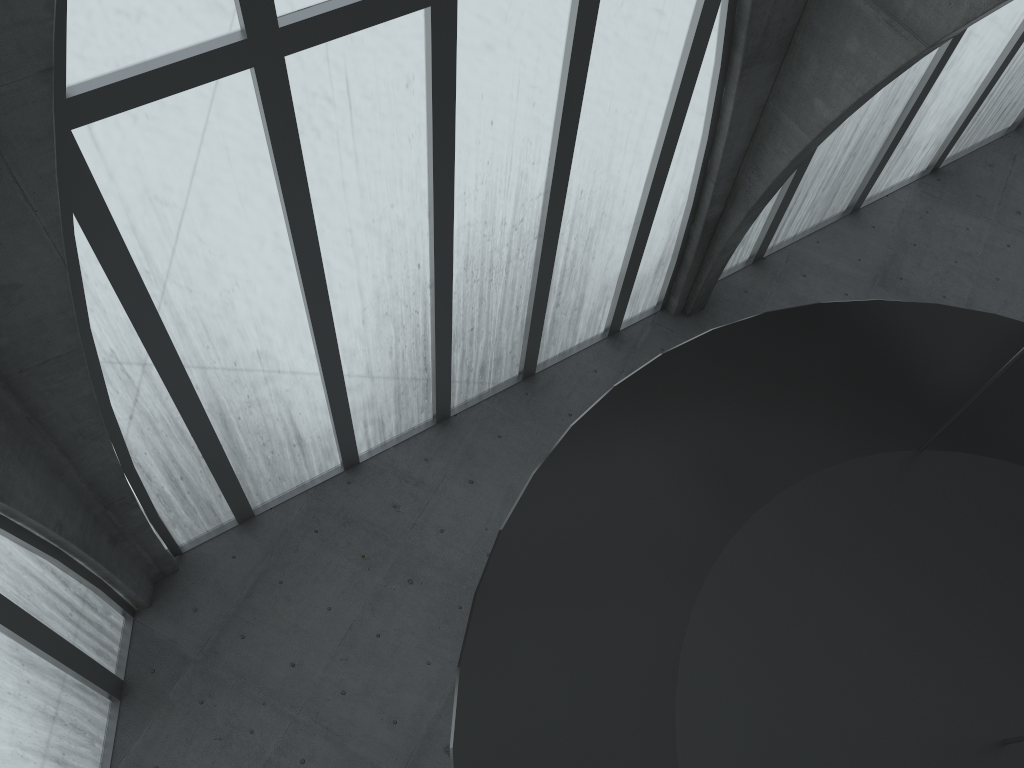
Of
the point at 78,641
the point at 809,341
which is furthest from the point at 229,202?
the point at 78,641
